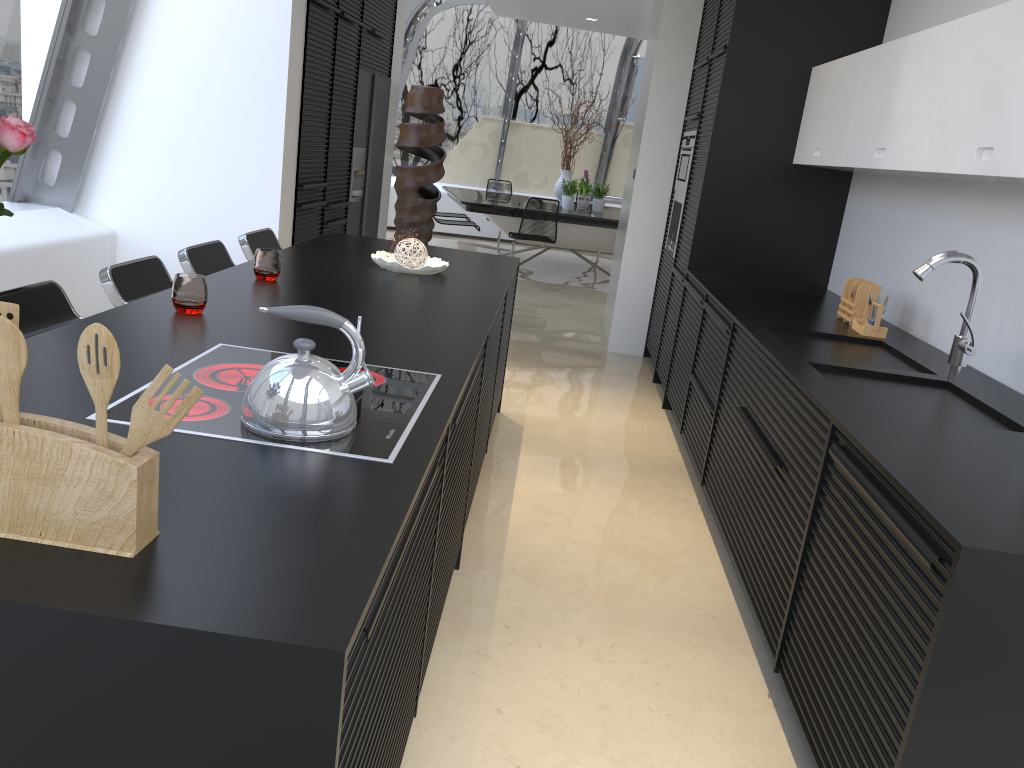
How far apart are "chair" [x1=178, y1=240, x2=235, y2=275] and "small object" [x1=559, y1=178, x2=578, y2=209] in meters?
7.0 m

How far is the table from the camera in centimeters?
965cm

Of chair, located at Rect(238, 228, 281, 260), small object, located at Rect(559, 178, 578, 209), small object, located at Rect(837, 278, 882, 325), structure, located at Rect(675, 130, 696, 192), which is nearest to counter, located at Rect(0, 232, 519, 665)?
chair, located at Rect(238, 228, 281, 260)

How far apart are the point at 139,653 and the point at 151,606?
0.1 meters

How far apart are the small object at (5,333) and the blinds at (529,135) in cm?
1230

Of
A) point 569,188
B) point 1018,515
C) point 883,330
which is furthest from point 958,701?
point 569,188

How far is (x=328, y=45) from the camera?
5.6m

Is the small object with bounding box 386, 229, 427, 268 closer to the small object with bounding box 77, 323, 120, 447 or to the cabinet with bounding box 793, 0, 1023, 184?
the cabinet with bounding box 793, 0, 1023, 184

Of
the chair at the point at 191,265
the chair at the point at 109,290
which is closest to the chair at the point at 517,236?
the chair at the point at 191,265

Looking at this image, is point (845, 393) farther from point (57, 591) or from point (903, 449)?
point (57, 591)
